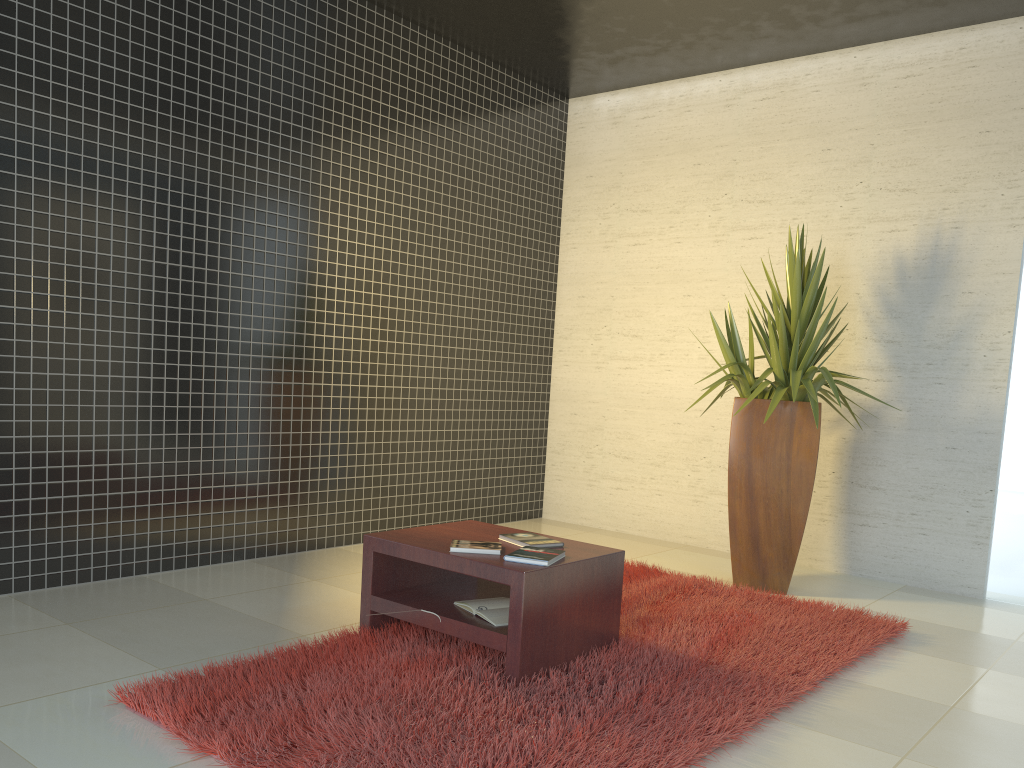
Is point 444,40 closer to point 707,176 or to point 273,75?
point 273,75

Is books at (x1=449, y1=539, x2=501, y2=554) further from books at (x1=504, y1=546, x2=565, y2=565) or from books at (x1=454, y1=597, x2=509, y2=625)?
books at (x1=454, y1=597, x2=509, y2=625)

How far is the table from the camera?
3.08m

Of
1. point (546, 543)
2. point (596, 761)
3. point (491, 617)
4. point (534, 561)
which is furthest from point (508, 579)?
point (596, 761)

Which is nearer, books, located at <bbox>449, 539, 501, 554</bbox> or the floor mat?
the floor mat

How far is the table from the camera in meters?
3.1 m

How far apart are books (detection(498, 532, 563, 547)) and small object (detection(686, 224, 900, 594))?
1.6 meters

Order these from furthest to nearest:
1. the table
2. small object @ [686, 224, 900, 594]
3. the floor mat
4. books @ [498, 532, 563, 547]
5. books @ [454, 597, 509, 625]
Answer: small object @ [686, 224, 900, 594]
books @ [498, 532, 563, 547]
books @ [454, 597, 509, 625]
the table
the floor mat

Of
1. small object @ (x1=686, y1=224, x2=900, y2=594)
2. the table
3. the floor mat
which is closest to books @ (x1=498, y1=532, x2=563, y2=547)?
the table

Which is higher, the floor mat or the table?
the table
